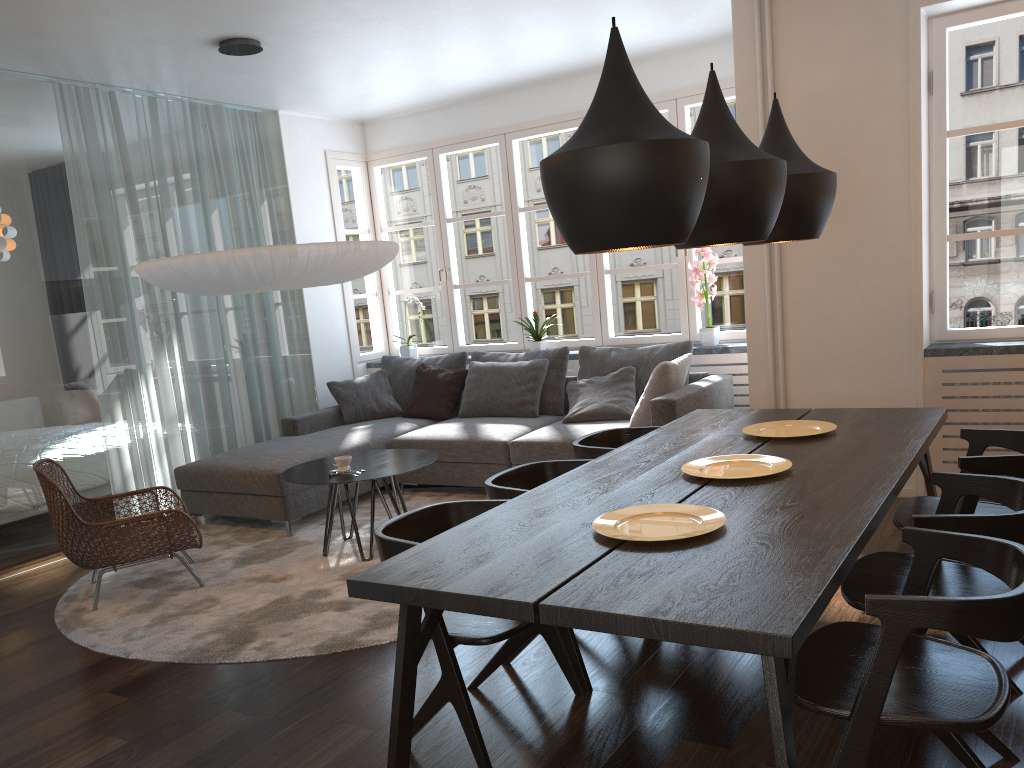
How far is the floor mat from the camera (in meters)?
3.58

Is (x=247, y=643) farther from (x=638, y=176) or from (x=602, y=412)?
(x=602, y=412)

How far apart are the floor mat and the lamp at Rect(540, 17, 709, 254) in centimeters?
196cm

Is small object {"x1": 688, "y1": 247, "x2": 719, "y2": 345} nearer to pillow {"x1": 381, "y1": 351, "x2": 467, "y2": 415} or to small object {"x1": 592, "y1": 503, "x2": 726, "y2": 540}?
pillow {"x1": 381, "y1": 351, "x2": 467, "y2": 415}

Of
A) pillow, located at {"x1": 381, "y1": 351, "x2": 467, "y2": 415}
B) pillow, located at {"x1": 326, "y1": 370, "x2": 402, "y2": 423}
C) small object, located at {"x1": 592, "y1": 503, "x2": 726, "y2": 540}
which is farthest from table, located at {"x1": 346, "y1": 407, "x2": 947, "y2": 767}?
pillow, located at {"x1": 326, "y1": 370, "x2": 402, "y2": 423}

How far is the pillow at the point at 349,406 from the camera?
6.64m

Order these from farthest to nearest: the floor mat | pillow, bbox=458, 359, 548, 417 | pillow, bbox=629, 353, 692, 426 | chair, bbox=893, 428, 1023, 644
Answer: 1. pillow, bbox=458, 359, 548, 417
2. pillow, bbox=629, 353, 692, 426
3. the floor mat
4. chair, bbox=893, 428, 1023, 644

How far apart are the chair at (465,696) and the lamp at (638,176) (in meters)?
0.92

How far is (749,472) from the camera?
2.86m

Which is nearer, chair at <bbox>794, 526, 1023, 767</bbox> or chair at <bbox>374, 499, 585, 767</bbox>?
chair at <bbox>794, 526, 1023, 767</bbox>
